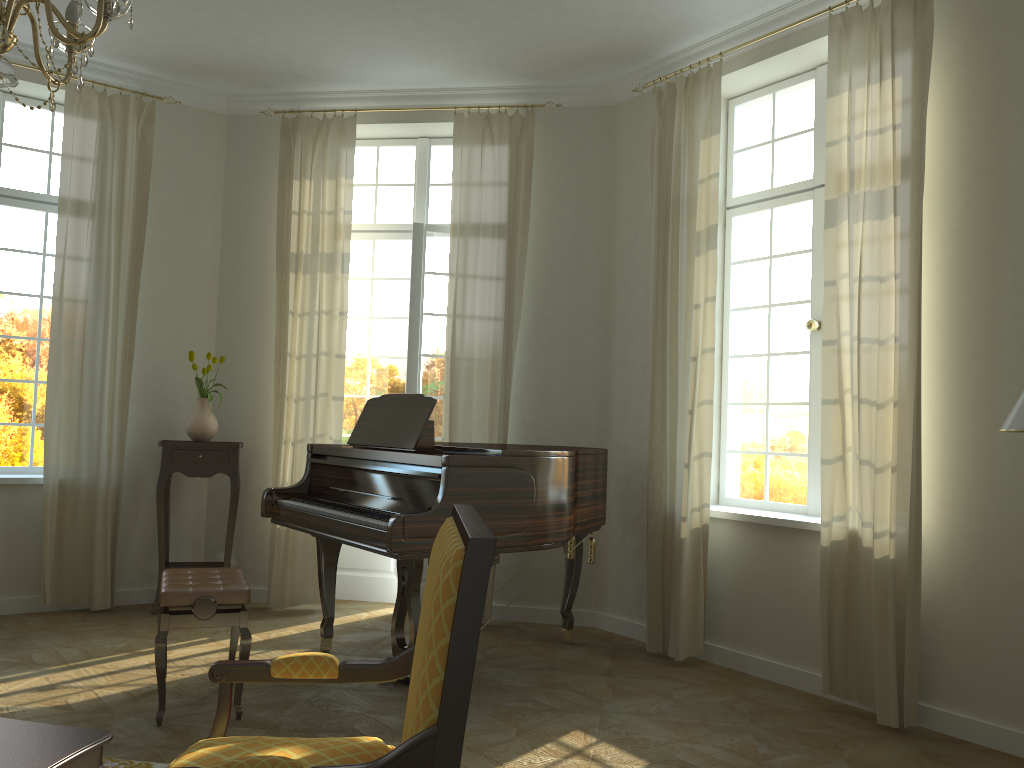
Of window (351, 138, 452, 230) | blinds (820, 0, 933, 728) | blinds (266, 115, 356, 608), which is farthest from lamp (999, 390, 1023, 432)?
window (351, 138, 452, 230)

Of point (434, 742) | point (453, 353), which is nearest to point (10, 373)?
point (453, 353)

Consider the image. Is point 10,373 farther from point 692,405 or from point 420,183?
point 692,405

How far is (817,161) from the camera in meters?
5.0 m

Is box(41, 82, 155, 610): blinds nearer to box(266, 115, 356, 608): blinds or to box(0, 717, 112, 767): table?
box(266, 115, 356, 608): blinds

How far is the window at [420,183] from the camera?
6.5m

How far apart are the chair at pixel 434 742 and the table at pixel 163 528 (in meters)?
3.96

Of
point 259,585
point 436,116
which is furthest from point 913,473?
point 259,585

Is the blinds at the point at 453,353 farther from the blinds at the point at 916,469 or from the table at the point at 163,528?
the blinds at the point at 916,469

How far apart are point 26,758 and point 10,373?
4.59m
